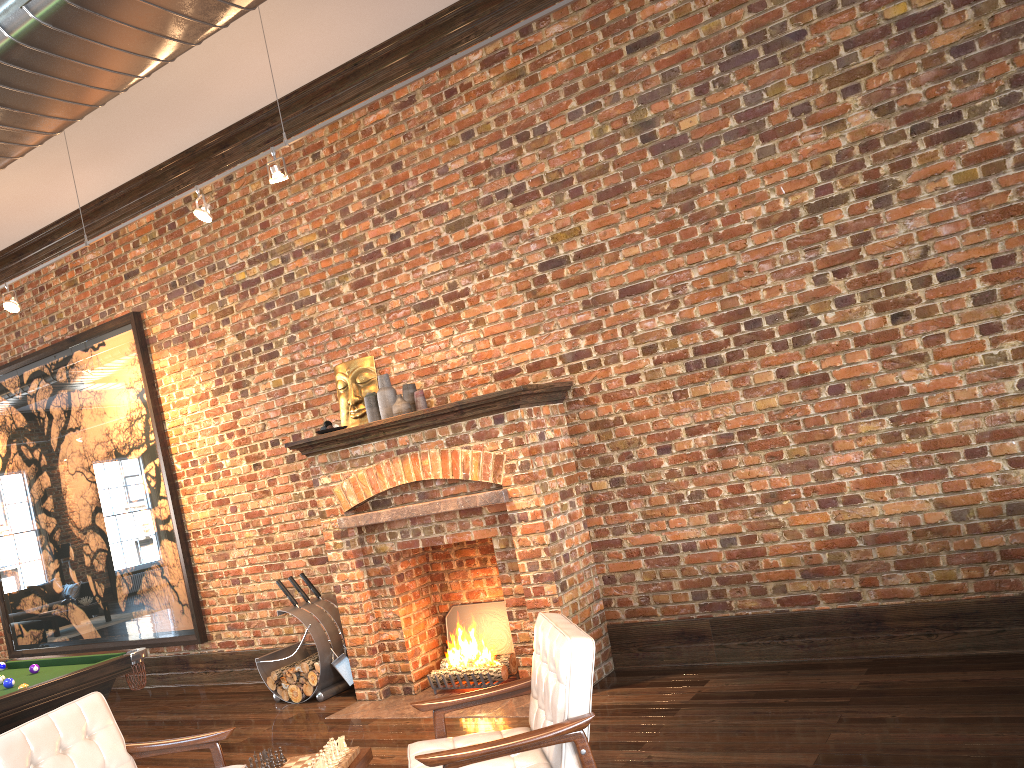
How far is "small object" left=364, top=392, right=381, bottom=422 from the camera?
6.33m

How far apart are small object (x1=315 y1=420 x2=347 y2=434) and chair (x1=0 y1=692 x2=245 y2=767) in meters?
2.6

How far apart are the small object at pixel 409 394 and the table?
3.1m

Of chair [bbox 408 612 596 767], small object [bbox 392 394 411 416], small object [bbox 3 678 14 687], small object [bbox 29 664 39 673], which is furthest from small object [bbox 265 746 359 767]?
small object [bbox 392 394 411 416]

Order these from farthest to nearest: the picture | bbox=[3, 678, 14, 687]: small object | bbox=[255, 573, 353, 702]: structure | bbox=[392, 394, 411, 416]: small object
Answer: the picture, bbox=[255, 573, 353, 702]: structure, bbox=[392, 394, 411, 416]: small object, bbox=[3, 678, 14, 687]: small object

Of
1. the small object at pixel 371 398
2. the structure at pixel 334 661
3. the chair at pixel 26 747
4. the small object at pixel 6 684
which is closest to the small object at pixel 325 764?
the chair at pixel 26 747

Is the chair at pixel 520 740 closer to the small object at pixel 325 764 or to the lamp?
the small object at pixel 325 764

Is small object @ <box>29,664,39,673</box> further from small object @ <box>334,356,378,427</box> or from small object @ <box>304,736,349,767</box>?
small object @ <box>304,736,349,767</box>

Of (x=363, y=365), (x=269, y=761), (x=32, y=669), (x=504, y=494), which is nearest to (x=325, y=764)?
(x=269, y=761)

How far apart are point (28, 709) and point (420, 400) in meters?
2.9
